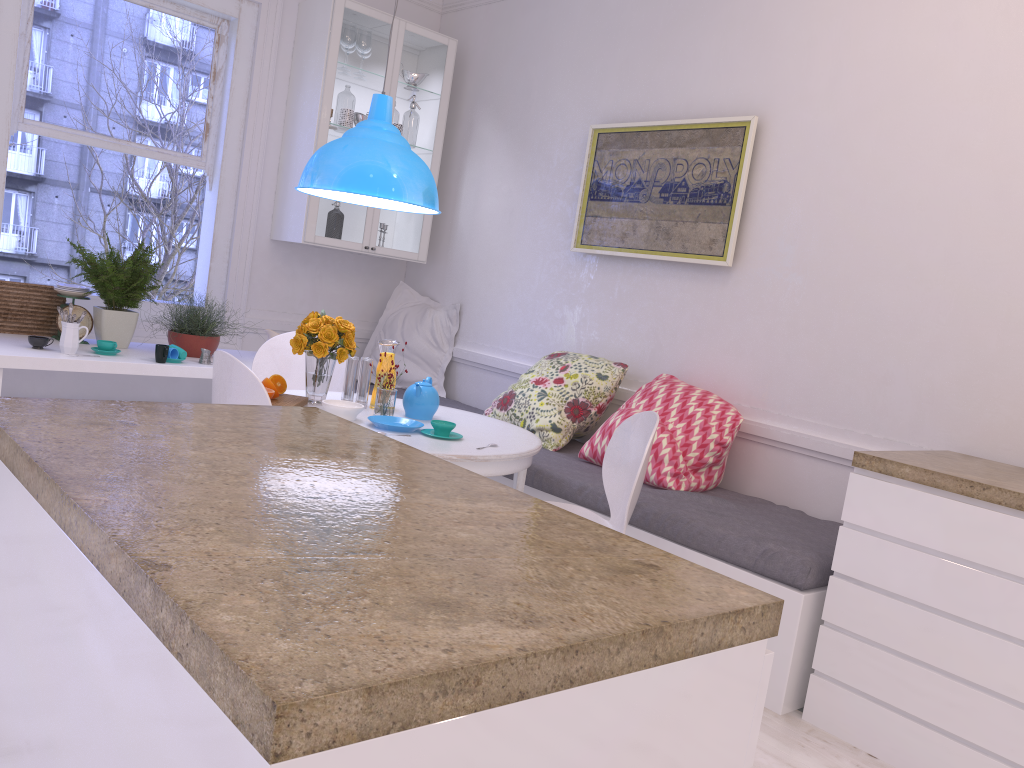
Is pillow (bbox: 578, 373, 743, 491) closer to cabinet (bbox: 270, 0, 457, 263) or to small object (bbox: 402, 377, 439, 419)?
small object (bbox: 402, 377, 439, 419)

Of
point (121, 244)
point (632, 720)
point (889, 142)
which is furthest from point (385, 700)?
point (121, 244)

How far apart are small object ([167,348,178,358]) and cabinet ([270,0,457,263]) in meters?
1.1

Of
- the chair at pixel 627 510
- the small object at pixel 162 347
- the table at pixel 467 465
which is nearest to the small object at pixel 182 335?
the small object at pixel 162 347

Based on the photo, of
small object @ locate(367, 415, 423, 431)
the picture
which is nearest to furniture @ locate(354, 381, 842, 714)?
small object @ locate(367, 415, 423, 431)

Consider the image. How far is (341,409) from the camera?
3.0 meters

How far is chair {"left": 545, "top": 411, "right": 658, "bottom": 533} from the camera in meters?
2.7 m

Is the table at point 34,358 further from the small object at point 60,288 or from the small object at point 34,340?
the small object at point 60,288

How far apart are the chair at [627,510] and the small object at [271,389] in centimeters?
107cm

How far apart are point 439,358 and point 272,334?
1.1m
